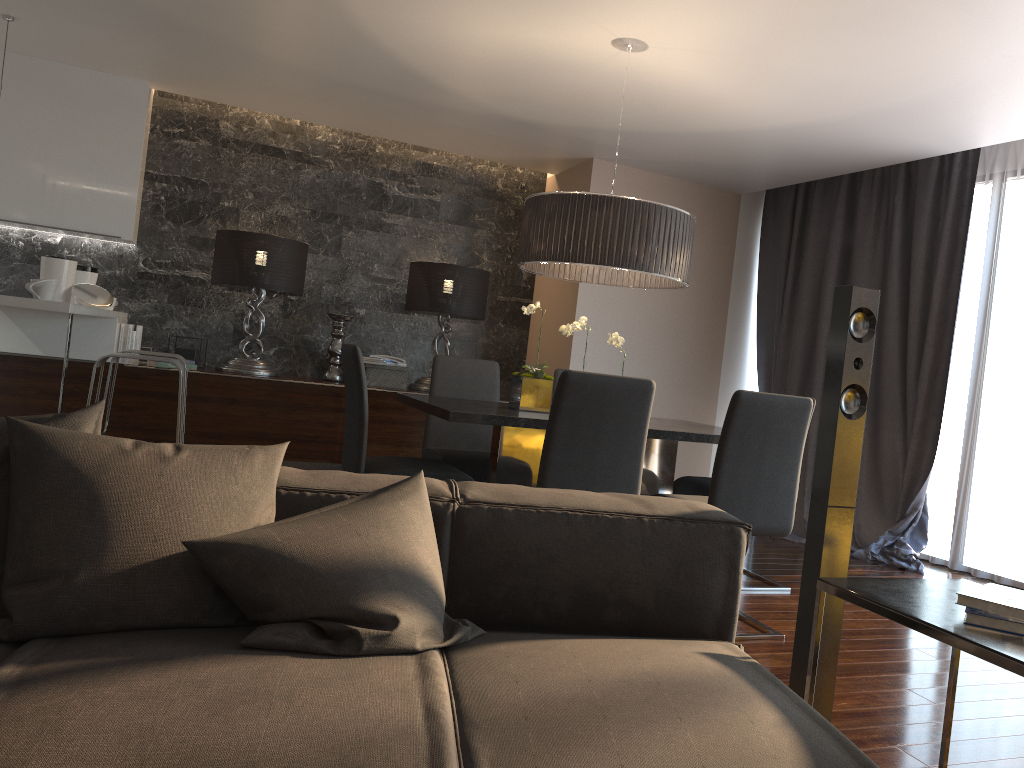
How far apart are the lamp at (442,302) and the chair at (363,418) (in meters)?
2.55

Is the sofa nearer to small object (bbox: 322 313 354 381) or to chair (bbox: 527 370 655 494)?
chair (bbox: 527 370 655 494)

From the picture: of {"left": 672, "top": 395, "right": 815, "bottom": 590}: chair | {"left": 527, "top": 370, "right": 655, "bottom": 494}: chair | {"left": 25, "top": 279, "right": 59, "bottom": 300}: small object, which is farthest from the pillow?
{"left": 25, "top": 279, "right": 59, "bottom": 300}: small object

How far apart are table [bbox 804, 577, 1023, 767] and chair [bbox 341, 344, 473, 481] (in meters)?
1.99

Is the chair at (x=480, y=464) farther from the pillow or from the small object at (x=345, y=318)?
the pillow

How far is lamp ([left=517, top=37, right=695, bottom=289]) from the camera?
3.7m

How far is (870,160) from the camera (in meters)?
A: 5.39

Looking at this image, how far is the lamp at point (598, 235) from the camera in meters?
3.7 m

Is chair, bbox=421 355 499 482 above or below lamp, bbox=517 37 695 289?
below

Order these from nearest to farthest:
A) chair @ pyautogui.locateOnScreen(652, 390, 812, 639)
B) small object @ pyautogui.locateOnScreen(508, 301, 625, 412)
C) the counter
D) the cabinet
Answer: chair @ pyautogui.locateOnScreen(652, 390, 812, 639) < the counter < small object @ pyautogui.locateOnScreen(508, 301, 625, 412) < the cabinet
